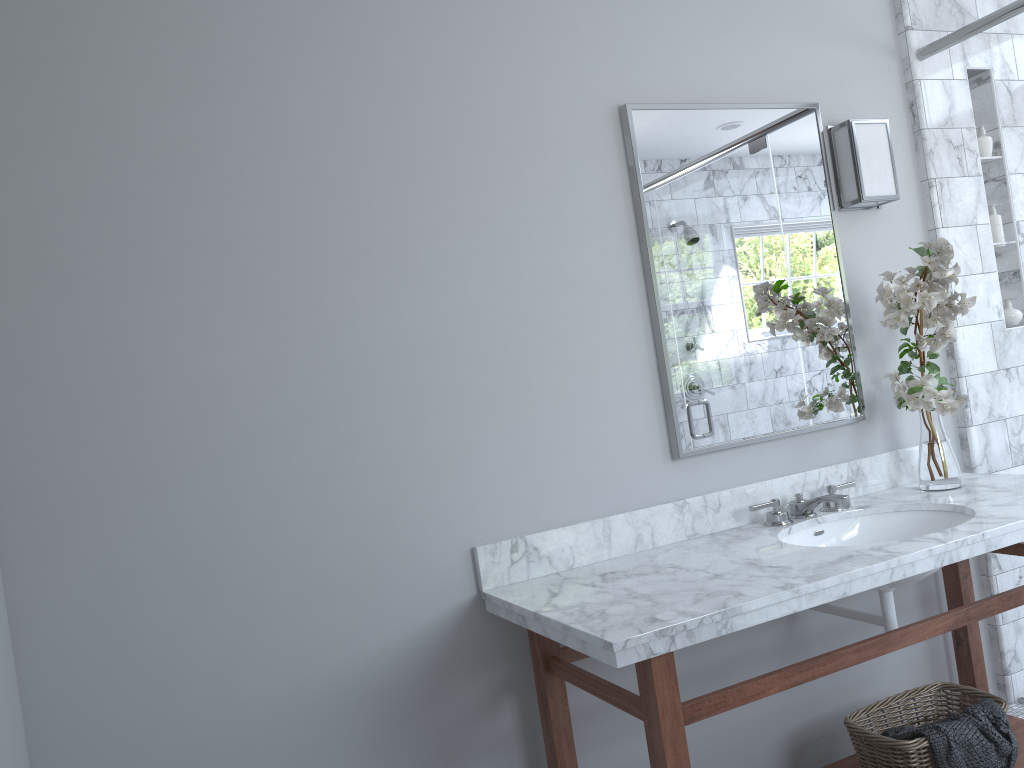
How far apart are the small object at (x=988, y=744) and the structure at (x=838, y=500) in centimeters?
56cm

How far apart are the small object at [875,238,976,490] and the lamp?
0.2 meters

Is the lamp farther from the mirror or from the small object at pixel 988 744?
the small object at pixel 988 744

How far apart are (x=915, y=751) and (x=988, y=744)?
0.2m

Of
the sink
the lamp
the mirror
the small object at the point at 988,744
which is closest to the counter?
the sink

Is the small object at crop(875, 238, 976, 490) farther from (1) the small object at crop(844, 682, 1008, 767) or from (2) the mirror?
(1) the small object at crop(844, 682, 1008, 767)

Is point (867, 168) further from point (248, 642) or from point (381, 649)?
point (248, 642)

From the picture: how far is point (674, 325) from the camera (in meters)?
2.43

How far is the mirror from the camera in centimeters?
243cm

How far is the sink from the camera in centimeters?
225cm
